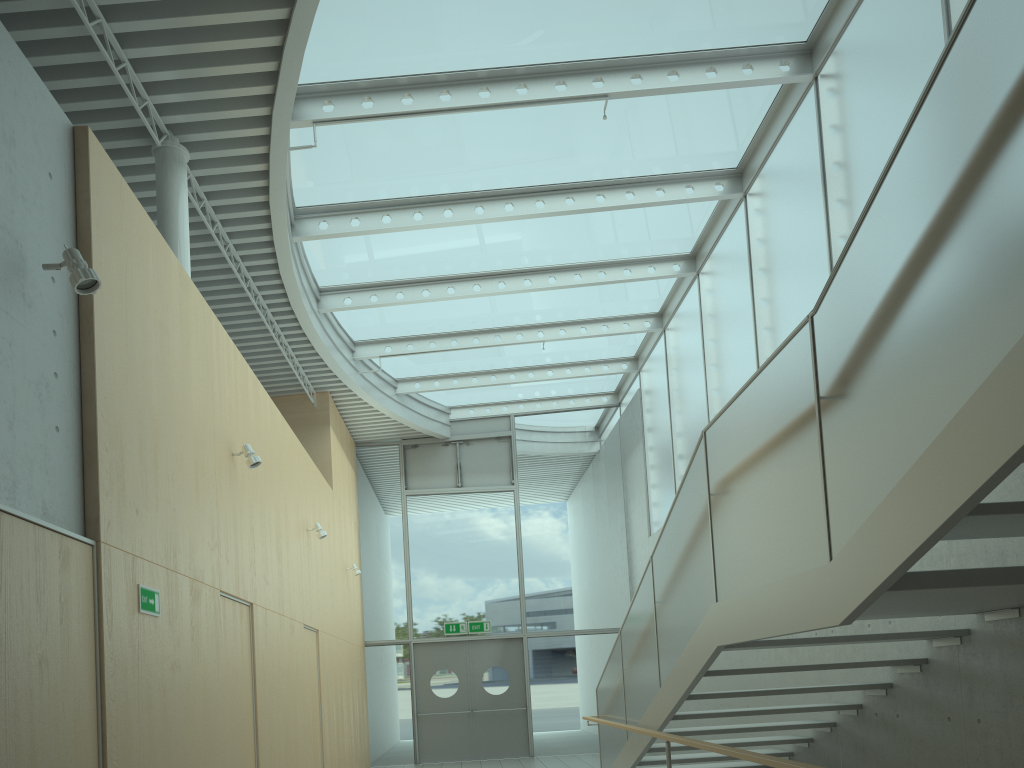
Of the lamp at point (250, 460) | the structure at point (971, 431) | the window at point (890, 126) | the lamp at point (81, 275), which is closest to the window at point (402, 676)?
the window at point (890, 126)

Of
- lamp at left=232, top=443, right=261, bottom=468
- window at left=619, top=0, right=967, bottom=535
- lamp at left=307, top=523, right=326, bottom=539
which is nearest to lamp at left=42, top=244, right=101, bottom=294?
lamp at left=232, top=443, right=261, bottom=468

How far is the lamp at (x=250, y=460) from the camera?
6.6 meters

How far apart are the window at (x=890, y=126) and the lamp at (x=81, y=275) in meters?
5.3 m

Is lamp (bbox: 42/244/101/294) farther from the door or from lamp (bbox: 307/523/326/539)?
the door

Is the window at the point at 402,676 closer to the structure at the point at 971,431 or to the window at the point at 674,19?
the window at the point at 674,19

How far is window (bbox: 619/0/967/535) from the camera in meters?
6.3 m

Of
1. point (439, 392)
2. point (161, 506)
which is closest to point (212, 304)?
point (161, 506)

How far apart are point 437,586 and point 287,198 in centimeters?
799cm

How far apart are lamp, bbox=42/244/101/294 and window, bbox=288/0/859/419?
3.42m
